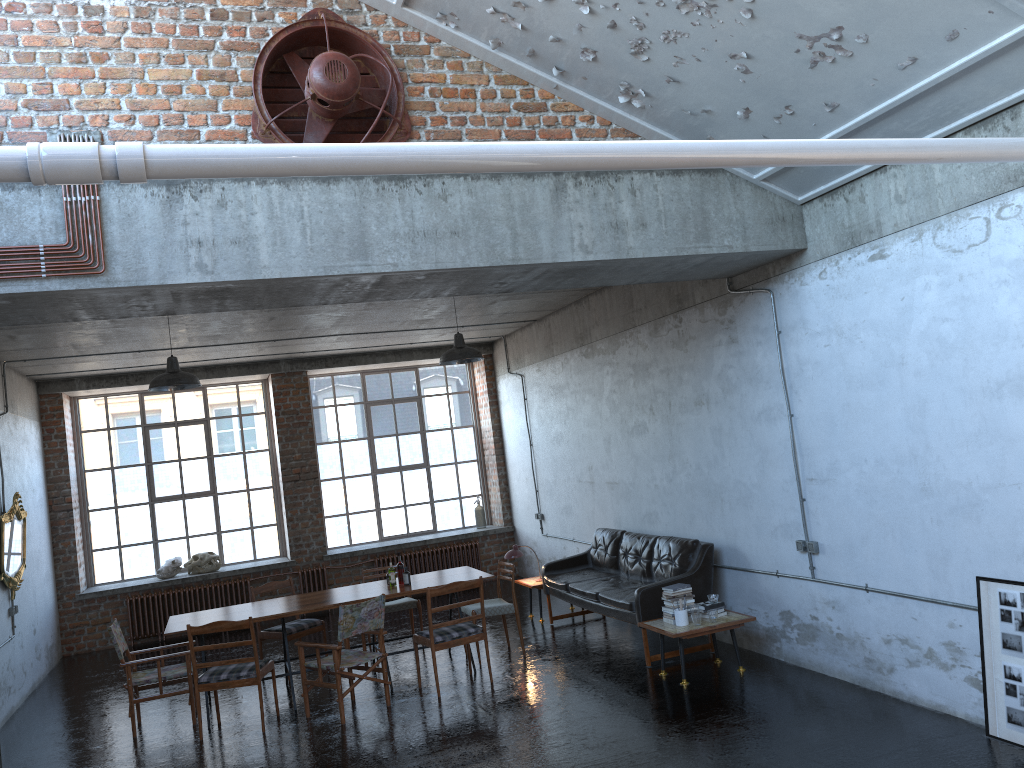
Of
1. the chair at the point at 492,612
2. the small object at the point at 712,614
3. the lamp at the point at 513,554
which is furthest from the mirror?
the small object at the point at 712,614

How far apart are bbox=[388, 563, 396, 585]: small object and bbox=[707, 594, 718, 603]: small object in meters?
3.2 m

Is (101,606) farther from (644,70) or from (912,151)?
(912,151)

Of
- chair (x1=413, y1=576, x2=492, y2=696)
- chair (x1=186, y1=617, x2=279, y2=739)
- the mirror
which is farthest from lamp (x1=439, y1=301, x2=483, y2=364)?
the mirror

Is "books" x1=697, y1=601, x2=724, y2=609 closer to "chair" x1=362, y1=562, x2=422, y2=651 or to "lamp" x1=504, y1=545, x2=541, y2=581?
"lamp" x1=504, y1=545, x2=541, y2=581

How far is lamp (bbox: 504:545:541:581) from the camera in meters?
10.8 m

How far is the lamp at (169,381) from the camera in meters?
8.5

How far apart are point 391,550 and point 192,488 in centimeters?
326cm

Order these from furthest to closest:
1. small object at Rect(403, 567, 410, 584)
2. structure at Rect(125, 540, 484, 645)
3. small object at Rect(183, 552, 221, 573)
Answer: structure at Rect(125, 540, 484, 645) < small object at Rect(183, 552, 221, 573) < small object at Rect(403, 567, 410, 584)

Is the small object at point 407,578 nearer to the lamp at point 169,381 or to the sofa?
the sofa
